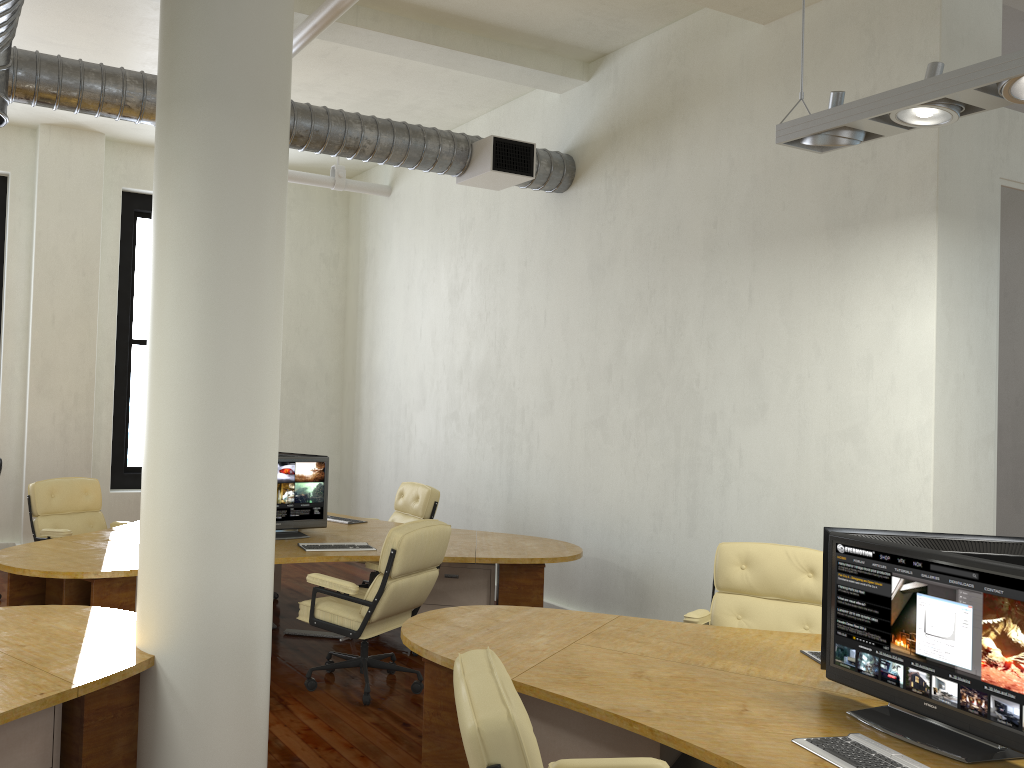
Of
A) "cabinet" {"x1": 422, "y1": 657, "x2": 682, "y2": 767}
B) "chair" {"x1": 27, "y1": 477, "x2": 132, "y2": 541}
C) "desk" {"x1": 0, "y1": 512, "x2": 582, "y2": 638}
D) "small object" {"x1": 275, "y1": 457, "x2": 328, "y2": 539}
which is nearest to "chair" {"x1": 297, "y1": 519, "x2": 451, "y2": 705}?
"desk" {"x1": 0, "y1": 512, "x2": 582, "y2": 638}

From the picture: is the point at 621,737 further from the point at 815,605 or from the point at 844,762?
the point at 815,605

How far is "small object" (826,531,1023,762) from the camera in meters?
2.5

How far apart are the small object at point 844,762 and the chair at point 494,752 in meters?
0.4

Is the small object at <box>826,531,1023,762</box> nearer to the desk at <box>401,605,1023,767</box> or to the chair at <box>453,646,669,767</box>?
the desk at <box>401,605,1023,767</box>

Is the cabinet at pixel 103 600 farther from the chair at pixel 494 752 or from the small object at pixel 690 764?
the small object at pixel 690 764

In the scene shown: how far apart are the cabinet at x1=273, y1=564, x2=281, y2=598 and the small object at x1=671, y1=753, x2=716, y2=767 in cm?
458

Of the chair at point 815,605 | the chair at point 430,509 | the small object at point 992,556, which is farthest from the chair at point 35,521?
the small object at point 992,556

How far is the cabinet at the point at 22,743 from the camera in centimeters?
303cm

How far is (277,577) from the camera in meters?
7.5 m
